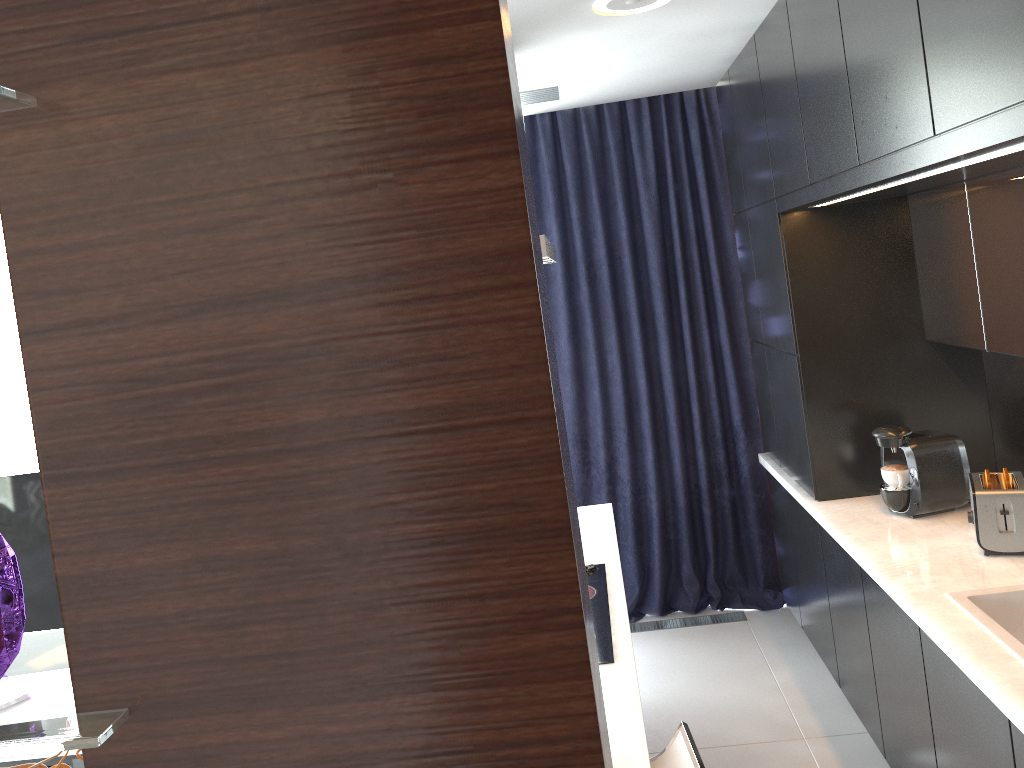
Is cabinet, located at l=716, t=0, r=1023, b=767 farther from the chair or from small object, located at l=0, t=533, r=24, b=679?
small object, located at l=0, t=533, r=24, b=679

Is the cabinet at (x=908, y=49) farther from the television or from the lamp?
the television

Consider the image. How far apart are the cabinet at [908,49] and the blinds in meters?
0.1

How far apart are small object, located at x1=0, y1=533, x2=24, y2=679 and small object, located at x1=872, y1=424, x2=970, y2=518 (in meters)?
2.96

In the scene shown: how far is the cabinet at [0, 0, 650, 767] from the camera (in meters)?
0.44

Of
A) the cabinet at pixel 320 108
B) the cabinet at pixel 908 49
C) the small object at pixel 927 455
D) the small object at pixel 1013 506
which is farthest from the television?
the small object at pixel 1013 506

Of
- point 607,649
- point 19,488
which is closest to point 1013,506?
point 607,649

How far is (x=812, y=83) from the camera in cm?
260

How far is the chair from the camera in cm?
187

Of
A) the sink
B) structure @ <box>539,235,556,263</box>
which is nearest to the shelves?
structure @ <box>539,235,556,263</box>
